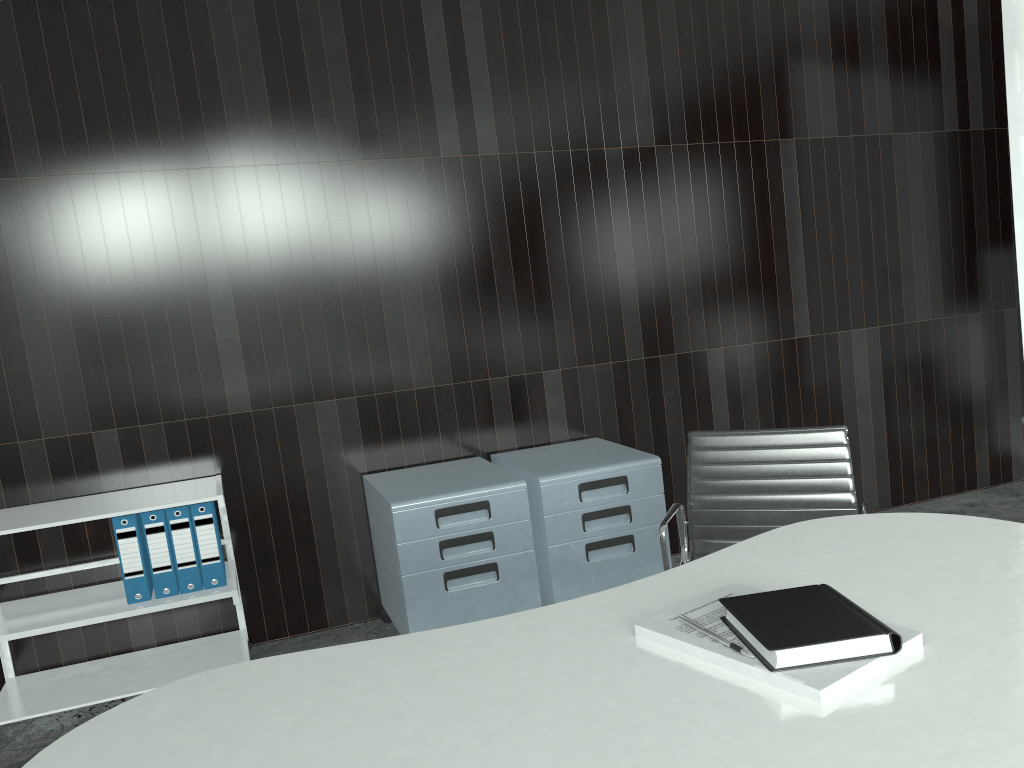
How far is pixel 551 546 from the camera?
3.1m

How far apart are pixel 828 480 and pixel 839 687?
1.62m

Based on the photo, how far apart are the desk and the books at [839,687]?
0.0 meters

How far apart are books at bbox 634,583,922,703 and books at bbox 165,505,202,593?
2.07m

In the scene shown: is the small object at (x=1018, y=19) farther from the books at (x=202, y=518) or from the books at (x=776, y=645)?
the books at (x=202, y=518)

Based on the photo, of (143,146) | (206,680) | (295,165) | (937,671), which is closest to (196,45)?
(143,146)

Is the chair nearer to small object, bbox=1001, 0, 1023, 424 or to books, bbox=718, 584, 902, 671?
books, bbox=718, 584, 902, 671

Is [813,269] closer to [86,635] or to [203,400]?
[203,400]

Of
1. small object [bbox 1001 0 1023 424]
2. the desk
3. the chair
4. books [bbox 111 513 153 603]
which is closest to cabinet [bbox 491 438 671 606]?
the chair

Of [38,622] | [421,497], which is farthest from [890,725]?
[38,622]
